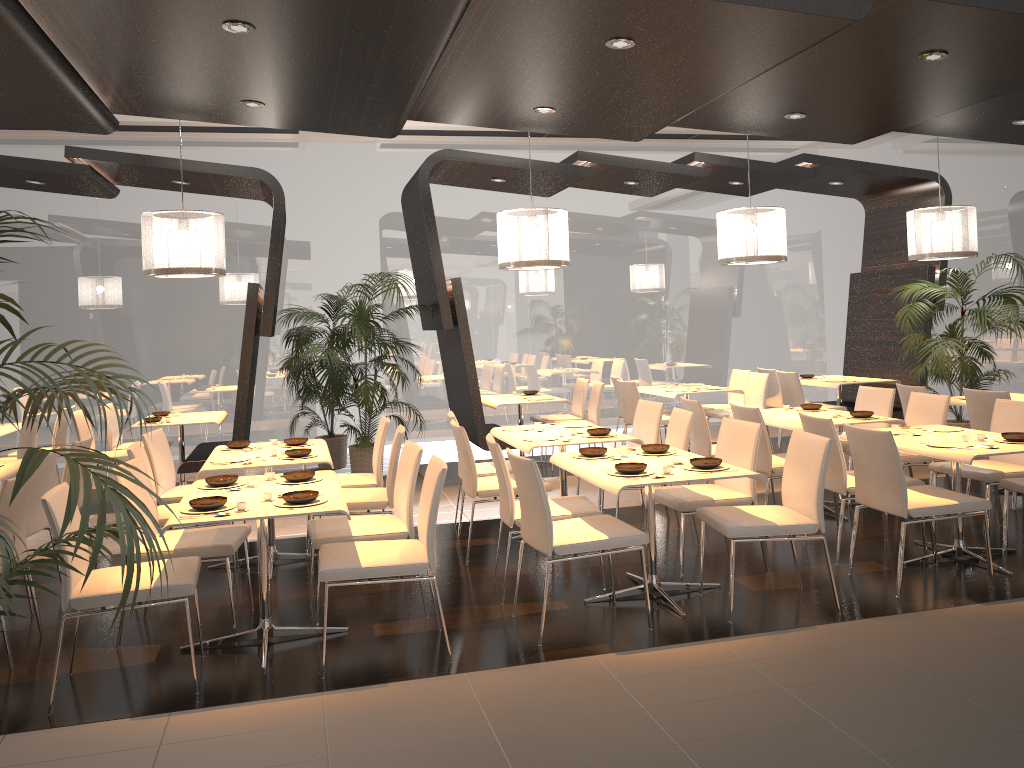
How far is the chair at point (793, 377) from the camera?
9.6 meters

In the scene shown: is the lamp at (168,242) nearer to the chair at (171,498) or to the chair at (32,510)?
the chair at (171,498)

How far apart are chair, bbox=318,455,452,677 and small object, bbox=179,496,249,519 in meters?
0.4

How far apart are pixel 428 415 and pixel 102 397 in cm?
390

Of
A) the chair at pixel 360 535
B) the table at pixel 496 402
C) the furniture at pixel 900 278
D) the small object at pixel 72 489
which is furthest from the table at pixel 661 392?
the small object at pixel 72 489

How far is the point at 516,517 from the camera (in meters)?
4.87

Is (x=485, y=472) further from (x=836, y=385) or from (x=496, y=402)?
(x=836, y=385)

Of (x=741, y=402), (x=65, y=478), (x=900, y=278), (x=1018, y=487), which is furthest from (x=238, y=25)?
(x=900, y=278)

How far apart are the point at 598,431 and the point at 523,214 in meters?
2.3 m

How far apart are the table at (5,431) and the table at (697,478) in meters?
5.7 m
